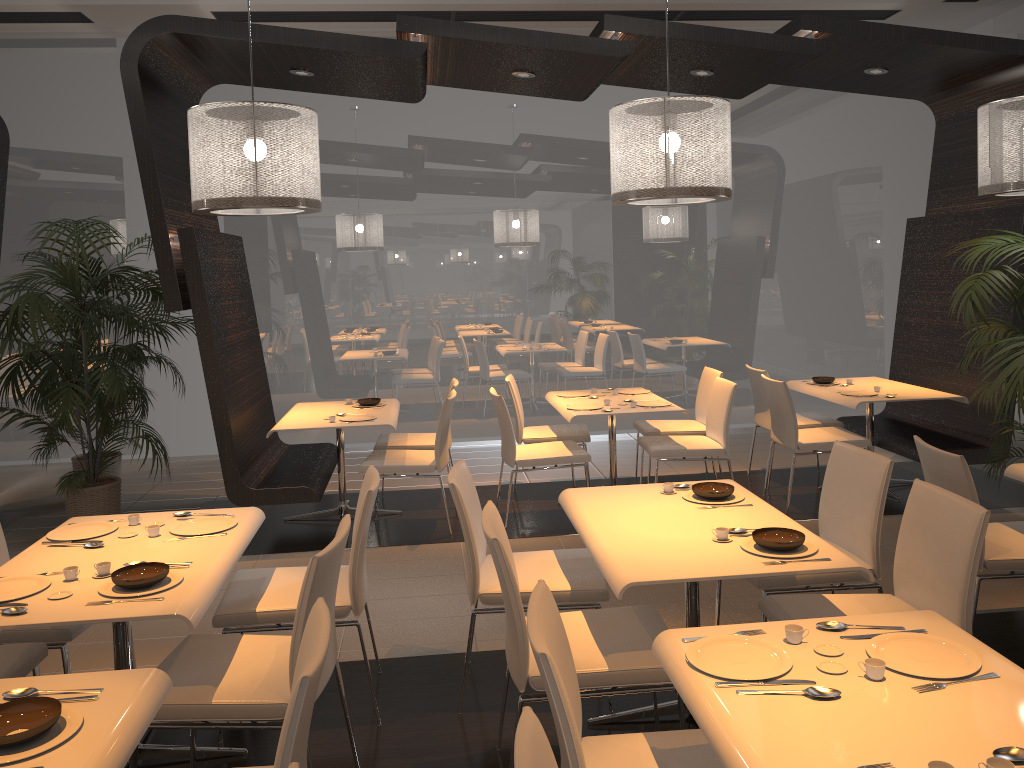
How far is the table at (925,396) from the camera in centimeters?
594cm

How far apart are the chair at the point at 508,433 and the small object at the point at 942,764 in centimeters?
410cm

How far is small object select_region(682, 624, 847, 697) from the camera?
2.0 meters

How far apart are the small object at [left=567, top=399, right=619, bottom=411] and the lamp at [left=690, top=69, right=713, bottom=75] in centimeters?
241cm

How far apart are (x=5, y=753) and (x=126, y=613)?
0.7m

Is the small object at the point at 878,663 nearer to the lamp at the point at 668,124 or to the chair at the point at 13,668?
the chair at the point at 13,668

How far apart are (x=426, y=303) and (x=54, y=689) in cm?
639

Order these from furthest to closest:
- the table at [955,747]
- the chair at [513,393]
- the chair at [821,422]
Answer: the chair at [821,422] < the chair at [513,393] < the table at [955,747]

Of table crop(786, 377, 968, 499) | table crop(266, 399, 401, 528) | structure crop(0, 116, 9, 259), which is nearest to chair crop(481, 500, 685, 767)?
table crop(266, 399, 401, 528)

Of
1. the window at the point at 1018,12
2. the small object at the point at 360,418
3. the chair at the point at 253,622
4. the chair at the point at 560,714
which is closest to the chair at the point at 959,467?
the chair at the point at 560,714
